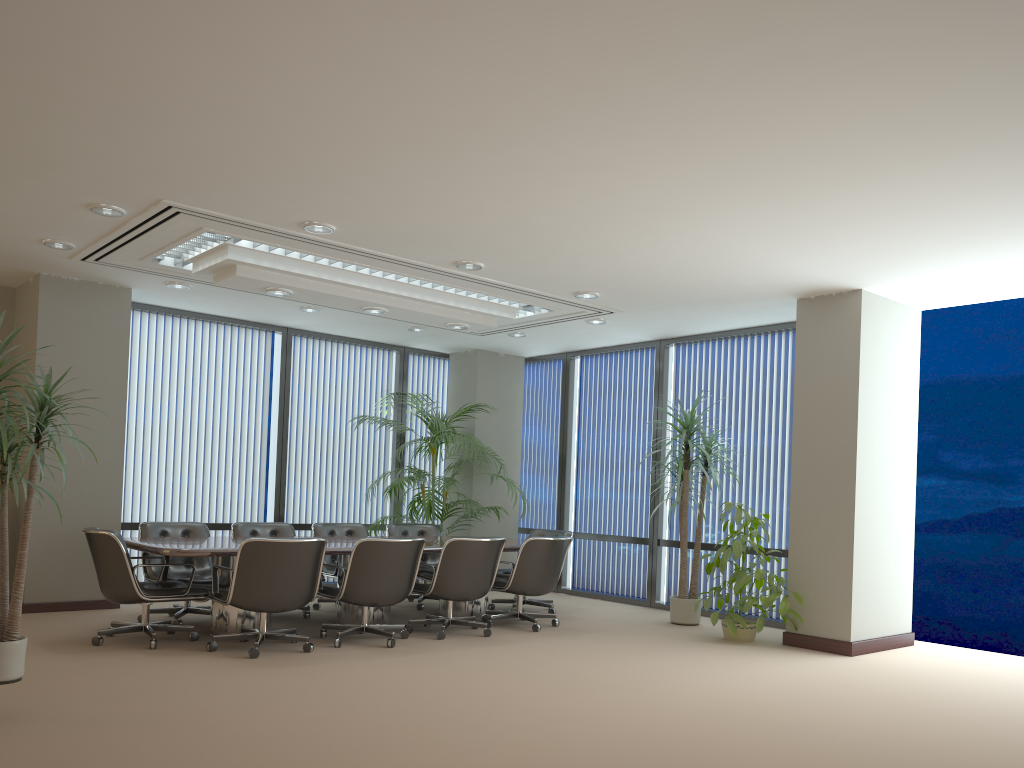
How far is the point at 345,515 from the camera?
10.7 meters

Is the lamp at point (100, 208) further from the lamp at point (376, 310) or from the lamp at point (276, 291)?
the lamp at point (376, 310)

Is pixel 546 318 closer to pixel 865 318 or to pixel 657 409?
pixel 657 409

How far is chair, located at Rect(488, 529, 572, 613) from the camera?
8.9m

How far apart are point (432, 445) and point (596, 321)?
2.3 meters

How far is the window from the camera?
11.6 meters

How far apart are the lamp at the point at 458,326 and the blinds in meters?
3.1

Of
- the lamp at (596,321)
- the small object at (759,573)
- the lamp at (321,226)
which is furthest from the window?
the lamp at (321,226)

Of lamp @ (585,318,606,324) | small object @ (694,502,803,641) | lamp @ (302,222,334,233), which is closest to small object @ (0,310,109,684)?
lamp @ (302,222,334,233)

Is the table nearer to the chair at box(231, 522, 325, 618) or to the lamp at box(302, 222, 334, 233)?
the chair at box(231, 522, 325, 618)
